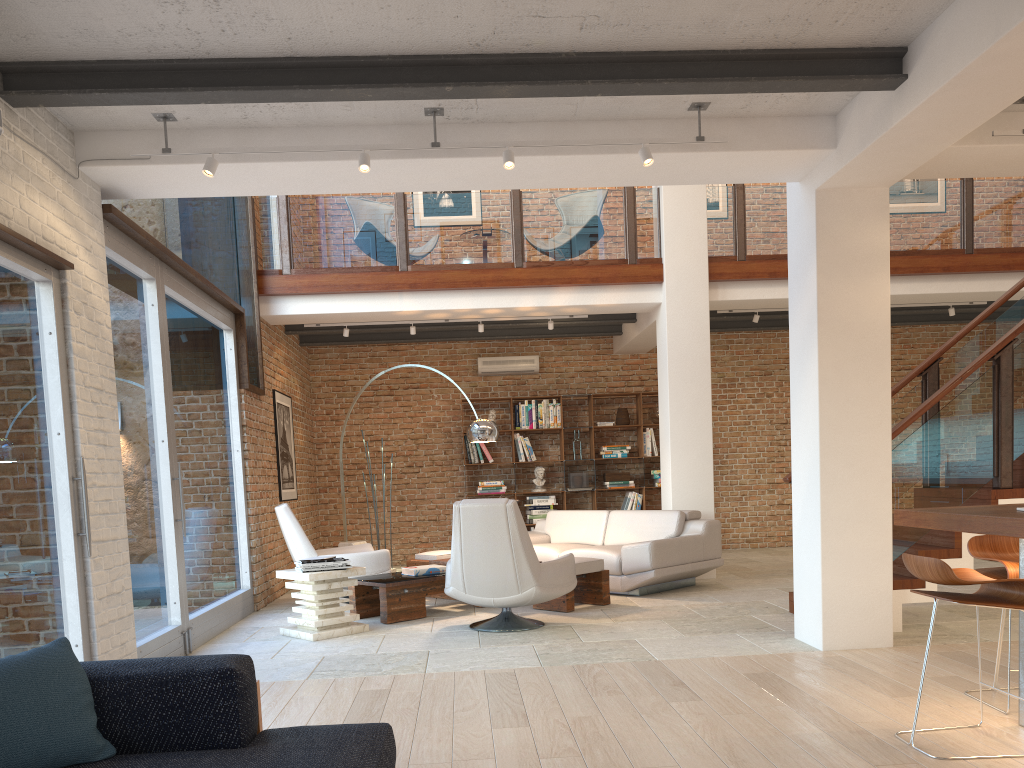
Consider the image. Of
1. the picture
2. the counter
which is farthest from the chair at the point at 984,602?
the picture

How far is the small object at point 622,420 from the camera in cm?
1165

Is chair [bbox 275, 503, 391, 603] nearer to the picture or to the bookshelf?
the picture

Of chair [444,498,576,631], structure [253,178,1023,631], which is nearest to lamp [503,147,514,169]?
chair [444,498,576,631]

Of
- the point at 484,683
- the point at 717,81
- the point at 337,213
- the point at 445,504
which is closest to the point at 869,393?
the point at 717,81

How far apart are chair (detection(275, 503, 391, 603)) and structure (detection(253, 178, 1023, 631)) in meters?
2.3

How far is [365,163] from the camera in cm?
471

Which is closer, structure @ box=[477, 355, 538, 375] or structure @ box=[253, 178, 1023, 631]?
structure @ box=[253, 178, 1023, 631]

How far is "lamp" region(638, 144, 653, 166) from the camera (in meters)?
4.81

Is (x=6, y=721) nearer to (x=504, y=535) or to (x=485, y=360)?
(x=504, y=535)
